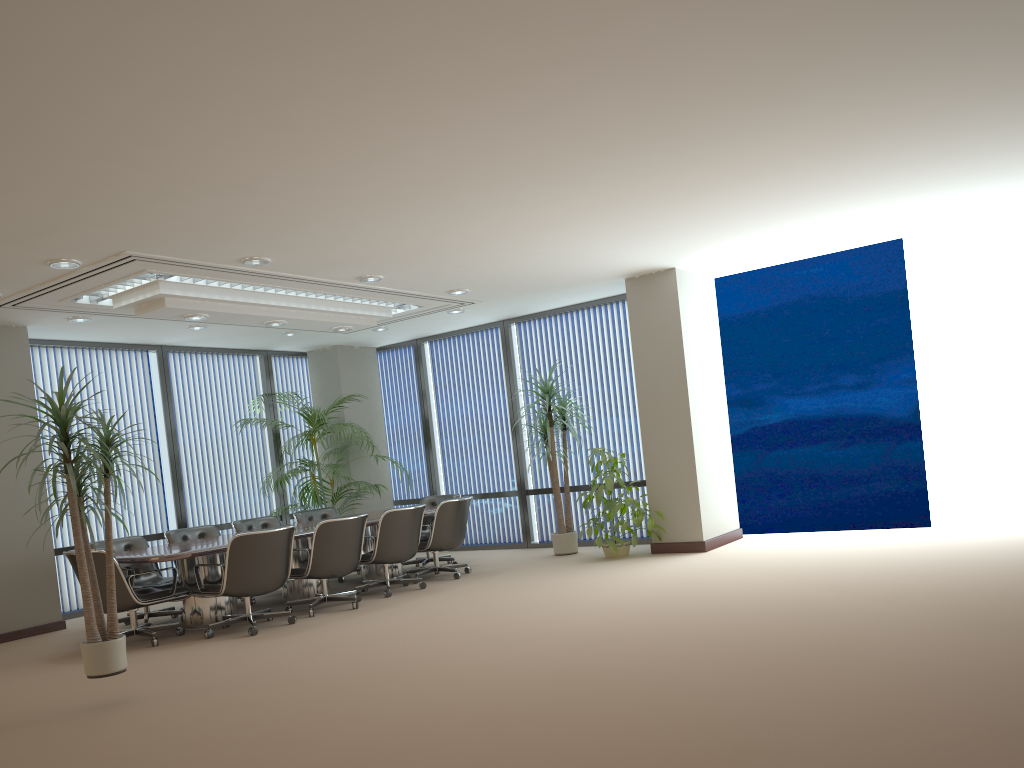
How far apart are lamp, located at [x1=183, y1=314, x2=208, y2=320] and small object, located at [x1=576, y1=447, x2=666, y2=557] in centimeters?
442cm

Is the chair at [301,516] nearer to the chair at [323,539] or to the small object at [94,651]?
the chair at [323,539]

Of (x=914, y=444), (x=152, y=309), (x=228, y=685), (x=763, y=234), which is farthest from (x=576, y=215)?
(x=914, y=444)

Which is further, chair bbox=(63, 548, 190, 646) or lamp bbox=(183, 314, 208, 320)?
lamp bbox=(183, 314, 208, 320)

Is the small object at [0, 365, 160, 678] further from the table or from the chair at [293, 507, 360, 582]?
the chair at [293, 507, 360, 582]

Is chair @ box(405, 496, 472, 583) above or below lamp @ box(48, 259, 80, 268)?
below

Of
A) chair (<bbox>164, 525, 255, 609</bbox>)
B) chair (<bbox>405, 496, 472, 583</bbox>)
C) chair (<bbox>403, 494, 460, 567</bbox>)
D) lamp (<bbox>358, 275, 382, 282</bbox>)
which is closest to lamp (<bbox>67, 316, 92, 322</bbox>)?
chair (<bbox>164, 525, 255, 609</bbox>)

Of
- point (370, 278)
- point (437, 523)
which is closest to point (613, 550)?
point (437, 523)

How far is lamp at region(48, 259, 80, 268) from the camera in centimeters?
662cm

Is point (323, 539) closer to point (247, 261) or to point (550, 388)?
point (247, 261)
